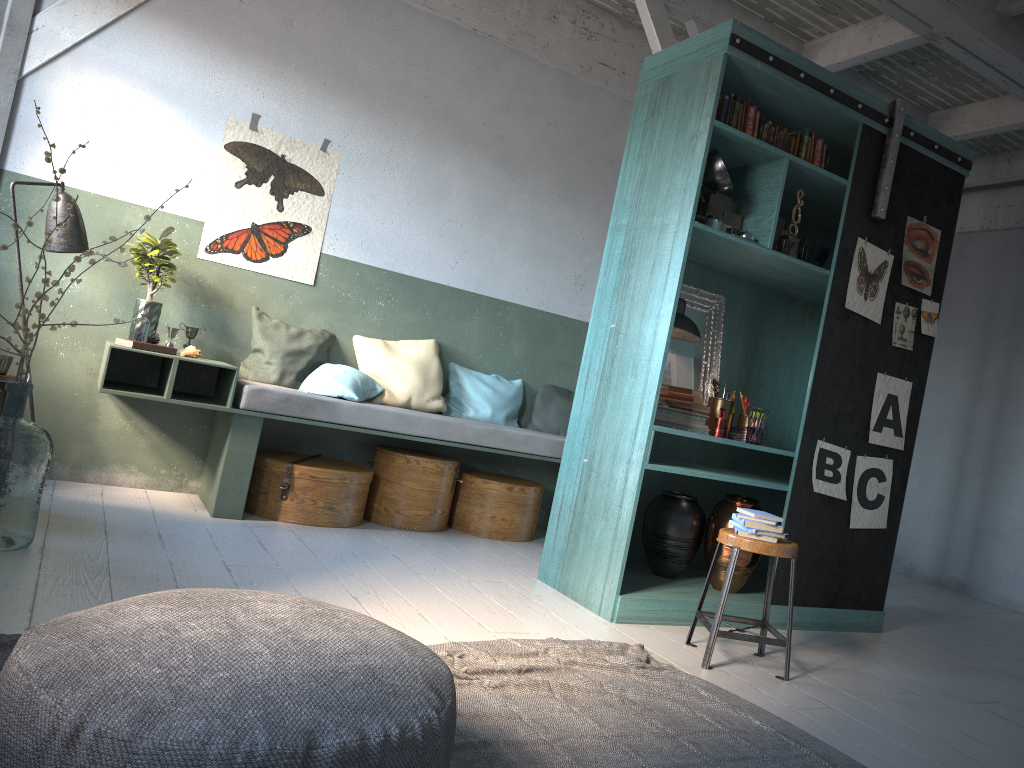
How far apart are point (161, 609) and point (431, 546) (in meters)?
3.82

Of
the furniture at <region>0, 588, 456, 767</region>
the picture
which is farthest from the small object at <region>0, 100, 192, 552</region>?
the furniture at <region>0, 588, 456, 767</region>

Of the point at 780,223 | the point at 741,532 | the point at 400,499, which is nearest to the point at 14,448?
the point at 400,499

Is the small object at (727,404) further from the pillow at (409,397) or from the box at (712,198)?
the pillow at (409,397)

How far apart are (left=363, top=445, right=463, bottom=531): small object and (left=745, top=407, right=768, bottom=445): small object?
2.4 meters

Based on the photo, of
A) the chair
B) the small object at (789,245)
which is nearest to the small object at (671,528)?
the chair

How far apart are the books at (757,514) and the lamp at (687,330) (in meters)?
1.30

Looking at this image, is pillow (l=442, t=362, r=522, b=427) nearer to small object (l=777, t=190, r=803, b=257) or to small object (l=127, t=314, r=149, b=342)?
small object (l=127, t=314, r=149, b=342)

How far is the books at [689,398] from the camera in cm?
521

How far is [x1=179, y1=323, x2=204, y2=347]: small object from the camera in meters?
6.1 m
